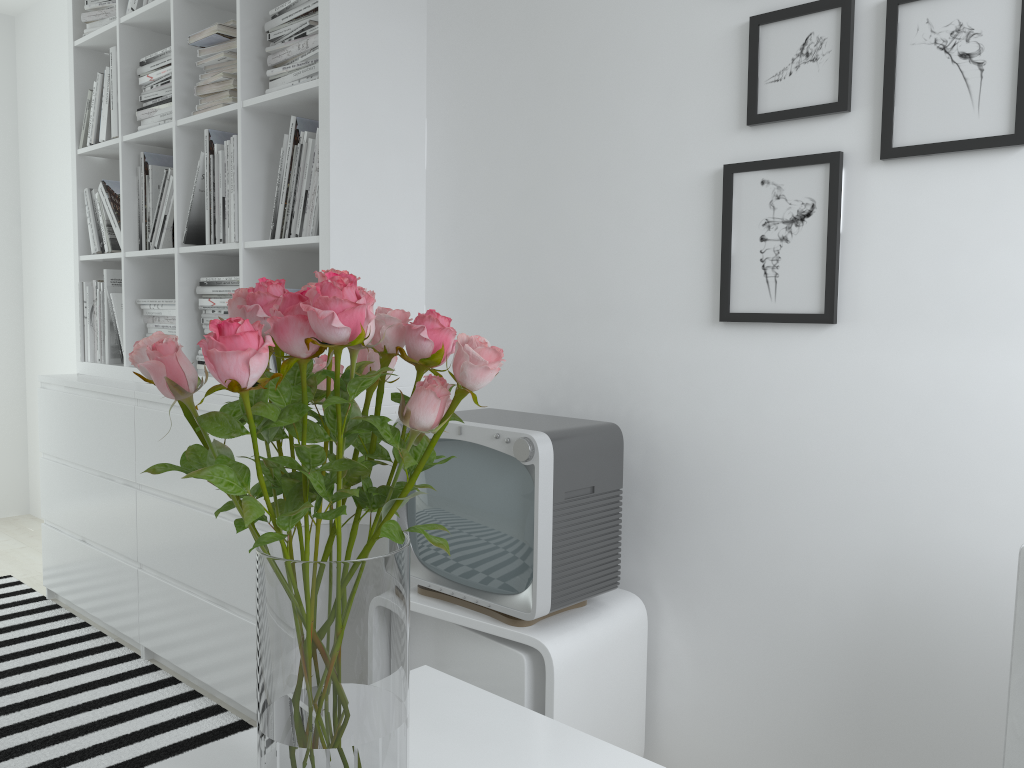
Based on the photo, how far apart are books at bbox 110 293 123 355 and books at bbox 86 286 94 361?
0.19m

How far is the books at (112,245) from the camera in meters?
3.0 m

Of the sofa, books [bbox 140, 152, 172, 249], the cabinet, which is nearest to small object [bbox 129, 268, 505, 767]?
the cabinet

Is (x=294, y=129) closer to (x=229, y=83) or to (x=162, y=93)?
(x=229, y=83)

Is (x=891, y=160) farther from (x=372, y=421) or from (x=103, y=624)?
(x=103, y=624)

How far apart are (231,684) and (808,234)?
1.8 meters

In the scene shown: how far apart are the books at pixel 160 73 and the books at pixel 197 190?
0.4m

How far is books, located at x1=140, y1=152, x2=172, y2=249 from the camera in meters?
2.9

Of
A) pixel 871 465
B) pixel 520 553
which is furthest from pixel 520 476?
pixel 871 465

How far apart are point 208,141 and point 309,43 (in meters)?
0.51
